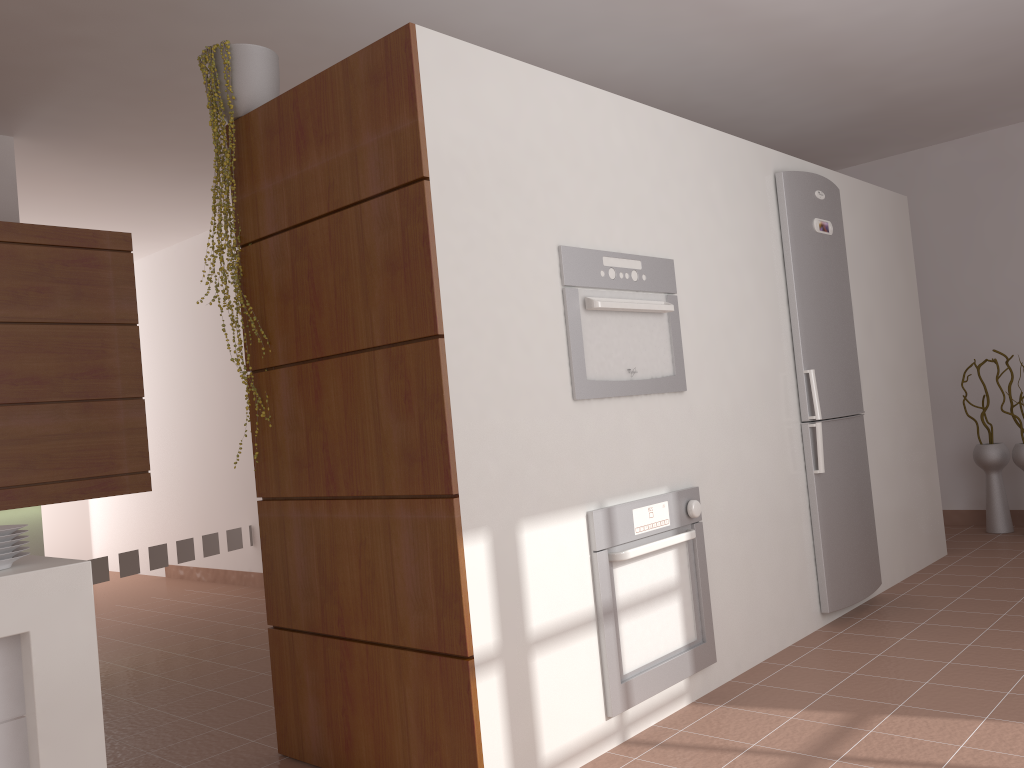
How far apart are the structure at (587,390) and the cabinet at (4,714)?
1.54m

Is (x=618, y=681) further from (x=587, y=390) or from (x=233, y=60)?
(x=233, y=60)

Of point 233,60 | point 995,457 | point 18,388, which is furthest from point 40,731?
point 995,457

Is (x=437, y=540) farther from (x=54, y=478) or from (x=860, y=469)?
(x=860, y=469)

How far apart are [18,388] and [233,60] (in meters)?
1.84

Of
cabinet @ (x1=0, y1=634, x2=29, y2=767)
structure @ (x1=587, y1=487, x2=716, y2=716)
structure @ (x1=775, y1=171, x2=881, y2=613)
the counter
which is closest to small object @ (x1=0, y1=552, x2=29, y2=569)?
the counter

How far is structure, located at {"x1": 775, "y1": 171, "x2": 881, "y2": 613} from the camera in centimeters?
366cm

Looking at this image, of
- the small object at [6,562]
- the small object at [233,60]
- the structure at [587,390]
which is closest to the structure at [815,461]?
the structure at [587,390]

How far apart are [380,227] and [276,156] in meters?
0.5

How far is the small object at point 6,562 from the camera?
1.6 meters
